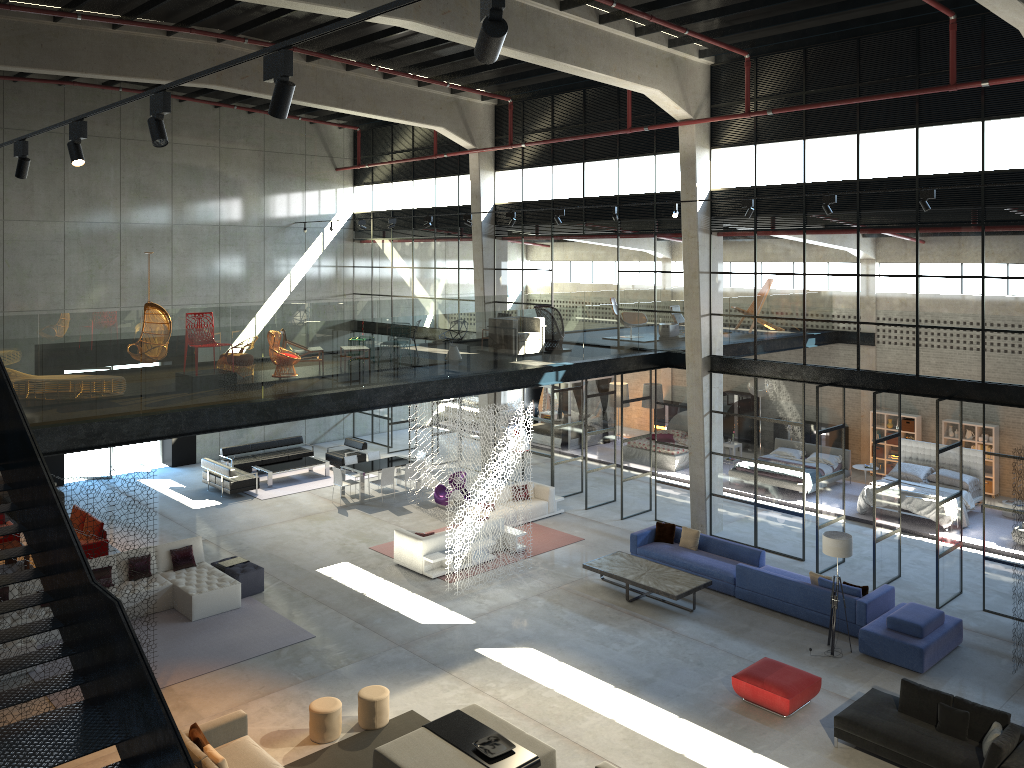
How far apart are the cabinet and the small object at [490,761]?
17.1 meters

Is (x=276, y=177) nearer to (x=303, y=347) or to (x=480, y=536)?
(x=303, y=347)

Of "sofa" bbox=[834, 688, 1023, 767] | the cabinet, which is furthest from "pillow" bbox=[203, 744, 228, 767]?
the cabinet

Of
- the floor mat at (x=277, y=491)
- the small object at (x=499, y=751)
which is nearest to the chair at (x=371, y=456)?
the floor mat at (x=277, y=491)

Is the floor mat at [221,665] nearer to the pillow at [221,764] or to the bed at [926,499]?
the pillow at [221,764]

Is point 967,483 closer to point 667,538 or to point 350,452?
point 667,538

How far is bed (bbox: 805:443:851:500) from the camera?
21.6 meters

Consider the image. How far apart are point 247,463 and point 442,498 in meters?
6.2 m

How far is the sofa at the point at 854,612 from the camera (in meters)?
14.20

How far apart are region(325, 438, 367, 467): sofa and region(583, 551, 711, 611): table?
10.2m
